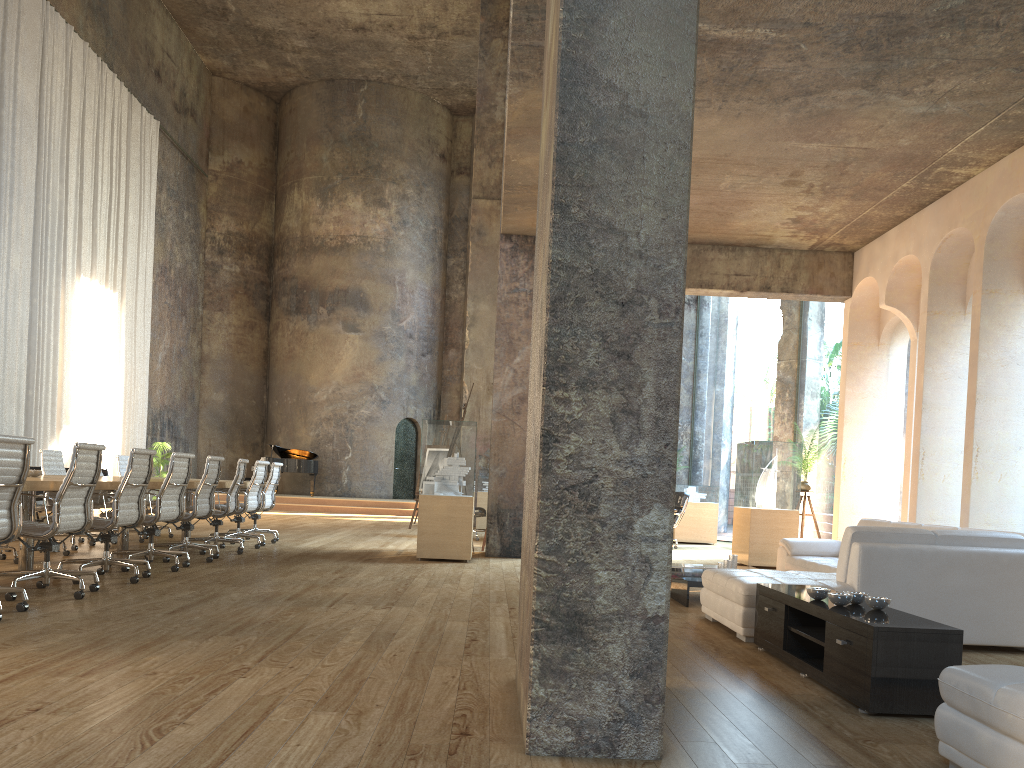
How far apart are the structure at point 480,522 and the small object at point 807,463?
6.47m

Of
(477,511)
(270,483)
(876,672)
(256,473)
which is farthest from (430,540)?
(876,672)

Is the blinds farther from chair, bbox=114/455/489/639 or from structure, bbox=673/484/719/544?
structure, bbox=673/484/719/544

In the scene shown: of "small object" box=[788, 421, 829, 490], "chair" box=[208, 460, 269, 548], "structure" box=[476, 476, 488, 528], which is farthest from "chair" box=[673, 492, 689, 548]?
"chair" box=[208, 460, 269, 548]

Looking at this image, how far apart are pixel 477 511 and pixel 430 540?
3.85m

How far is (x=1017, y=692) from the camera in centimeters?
244cm

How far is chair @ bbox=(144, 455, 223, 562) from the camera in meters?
8.3 m

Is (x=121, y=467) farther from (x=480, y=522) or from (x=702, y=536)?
(x=702, y=536)

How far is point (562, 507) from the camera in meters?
2.8

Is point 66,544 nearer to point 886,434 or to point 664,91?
point 664,91
